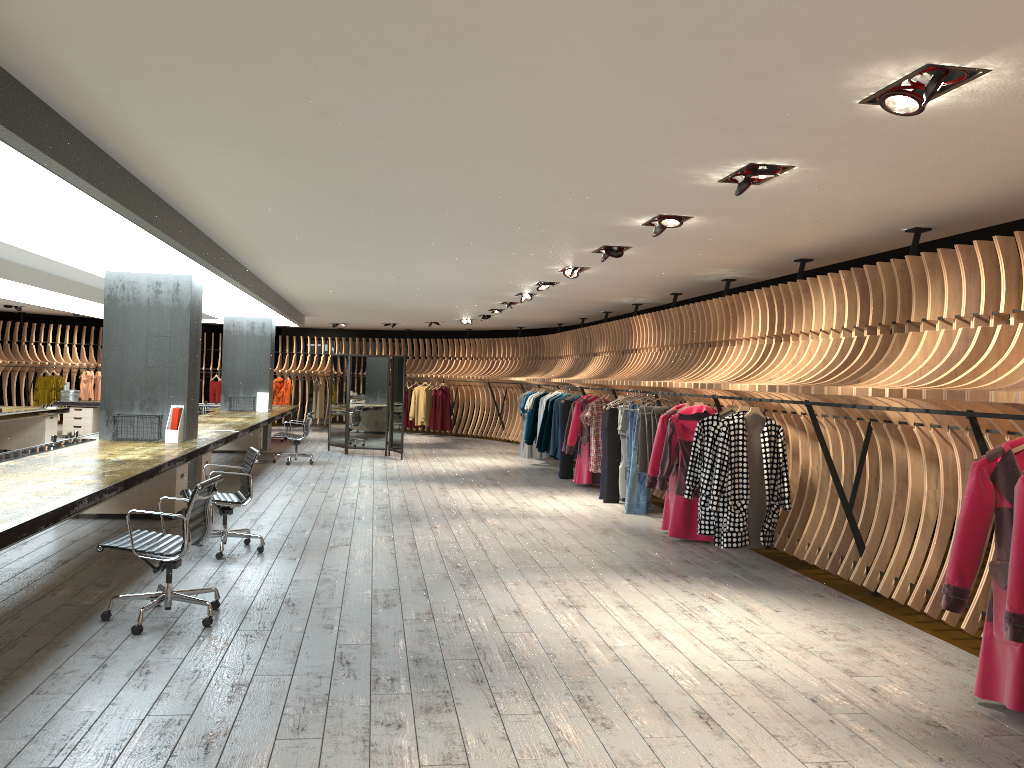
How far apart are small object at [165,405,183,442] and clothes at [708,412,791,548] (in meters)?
5.55

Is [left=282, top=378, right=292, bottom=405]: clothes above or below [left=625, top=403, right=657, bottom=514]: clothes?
above

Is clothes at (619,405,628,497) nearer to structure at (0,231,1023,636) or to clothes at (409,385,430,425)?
structure at (0,231,1023,636)

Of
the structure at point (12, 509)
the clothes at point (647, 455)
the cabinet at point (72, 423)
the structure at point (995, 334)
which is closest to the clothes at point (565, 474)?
the structure at point (995, 334)

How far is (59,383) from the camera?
21.6 meters

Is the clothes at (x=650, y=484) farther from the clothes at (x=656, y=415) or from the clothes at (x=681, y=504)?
the clothes at (x=656, y=415)

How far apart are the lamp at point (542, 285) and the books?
7.4m

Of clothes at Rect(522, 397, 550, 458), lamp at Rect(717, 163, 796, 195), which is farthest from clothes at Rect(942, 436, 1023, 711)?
clothes at Rect(522, 397, 550, 458)

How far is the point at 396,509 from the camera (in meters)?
10.12

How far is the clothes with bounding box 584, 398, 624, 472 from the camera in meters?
11.9
